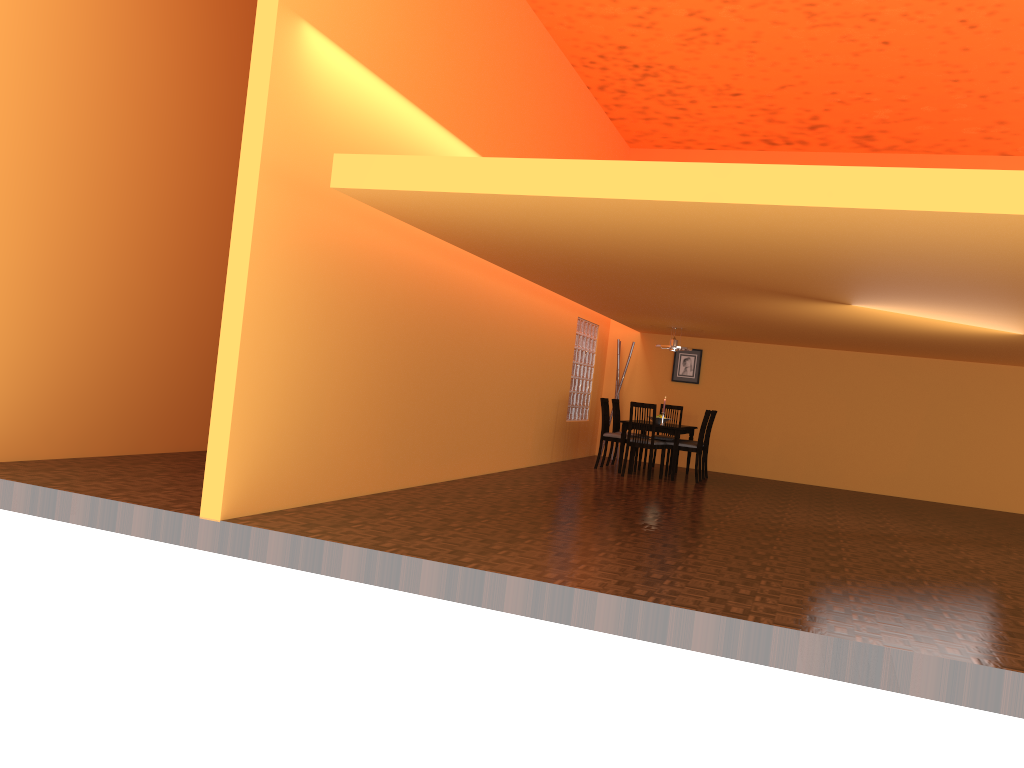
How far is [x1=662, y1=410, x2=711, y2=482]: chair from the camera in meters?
9.6 m

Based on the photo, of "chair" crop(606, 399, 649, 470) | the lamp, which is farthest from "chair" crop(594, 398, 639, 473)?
the lamp

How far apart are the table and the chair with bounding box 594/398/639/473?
0.2 meters

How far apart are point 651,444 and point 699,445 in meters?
0.6

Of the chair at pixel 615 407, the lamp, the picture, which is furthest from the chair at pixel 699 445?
the picture

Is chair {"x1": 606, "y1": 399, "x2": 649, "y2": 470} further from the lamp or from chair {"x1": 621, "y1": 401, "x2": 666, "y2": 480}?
chair {"x1": 621, "y1": 401, "x2": 666, "y2": 480}

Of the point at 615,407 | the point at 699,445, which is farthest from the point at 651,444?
the point at 615,407

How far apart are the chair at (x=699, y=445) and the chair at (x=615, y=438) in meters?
0.6 m

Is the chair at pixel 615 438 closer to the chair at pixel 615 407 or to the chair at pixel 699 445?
the chair at pixel 615 407

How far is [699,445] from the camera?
9.6m
